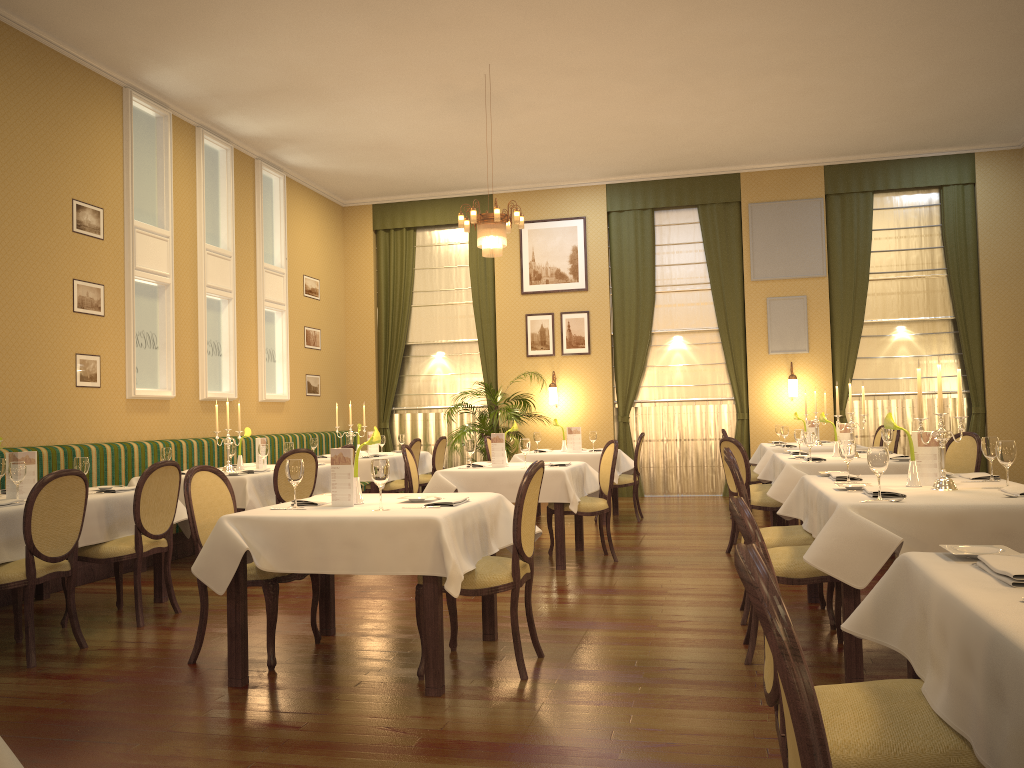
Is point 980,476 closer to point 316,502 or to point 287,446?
point 316,502

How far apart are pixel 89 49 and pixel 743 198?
8.1 meters

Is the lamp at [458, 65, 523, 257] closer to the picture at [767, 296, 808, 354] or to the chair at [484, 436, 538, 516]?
the chair at [484, 436, 538, 516]

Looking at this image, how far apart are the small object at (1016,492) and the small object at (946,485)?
0.2m

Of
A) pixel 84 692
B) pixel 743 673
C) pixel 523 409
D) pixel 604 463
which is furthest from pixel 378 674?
pixel 523 409

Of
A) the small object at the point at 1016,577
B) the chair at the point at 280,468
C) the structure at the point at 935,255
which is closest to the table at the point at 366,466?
the chair at the point at 280,468

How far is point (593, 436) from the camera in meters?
9.5

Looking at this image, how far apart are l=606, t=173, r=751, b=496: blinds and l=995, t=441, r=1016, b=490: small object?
7.95m

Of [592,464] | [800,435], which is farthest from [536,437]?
[800,435]

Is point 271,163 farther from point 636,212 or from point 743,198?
point 743,198
